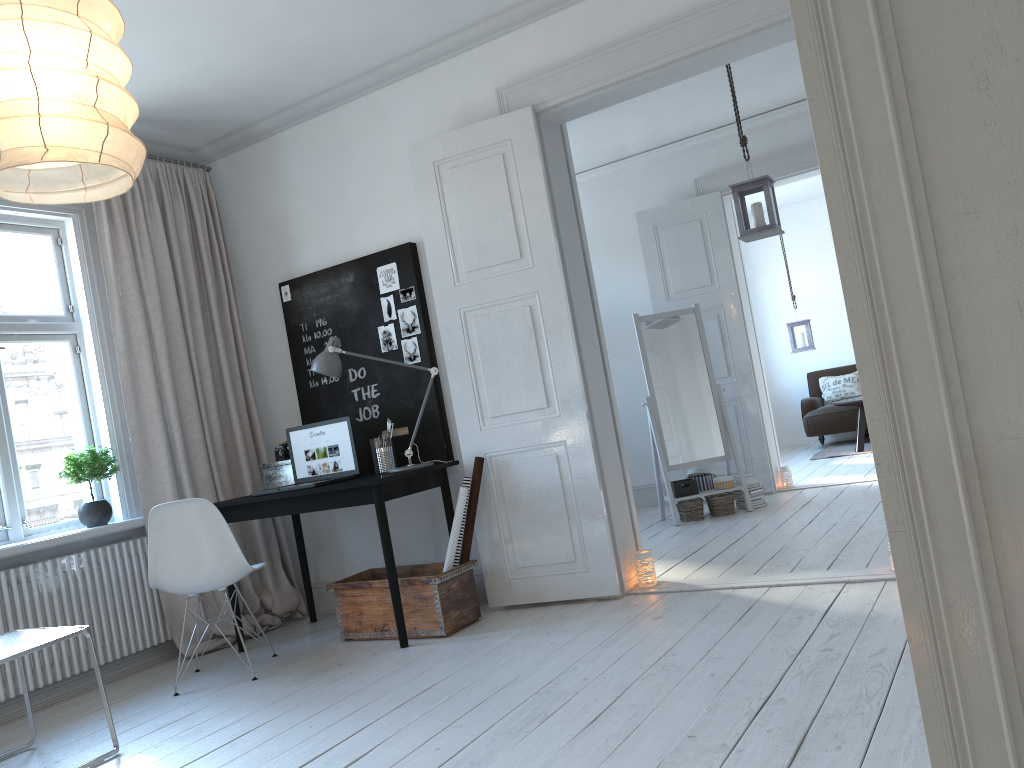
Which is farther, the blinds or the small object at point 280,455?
the small object at point 280,455

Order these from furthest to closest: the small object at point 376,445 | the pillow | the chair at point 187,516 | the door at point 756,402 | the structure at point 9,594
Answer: the pillow
the door at point 756,402
the small object at point 376,445
the structure at point 9,594
the chair at point 187,516

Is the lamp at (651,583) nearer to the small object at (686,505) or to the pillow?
the small object at (686,505)

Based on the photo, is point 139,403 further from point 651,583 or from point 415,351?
point 651,583

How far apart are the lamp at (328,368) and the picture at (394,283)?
0.47m

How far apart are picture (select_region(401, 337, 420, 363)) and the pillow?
6.6 meters

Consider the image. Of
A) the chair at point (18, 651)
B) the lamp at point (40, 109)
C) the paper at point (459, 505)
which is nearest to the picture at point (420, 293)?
the paper at point (459, 505)

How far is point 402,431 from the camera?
4.5 meters

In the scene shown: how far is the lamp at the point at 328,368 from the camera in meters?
4.3 m

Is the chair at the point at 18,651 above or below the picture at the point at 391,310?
below
